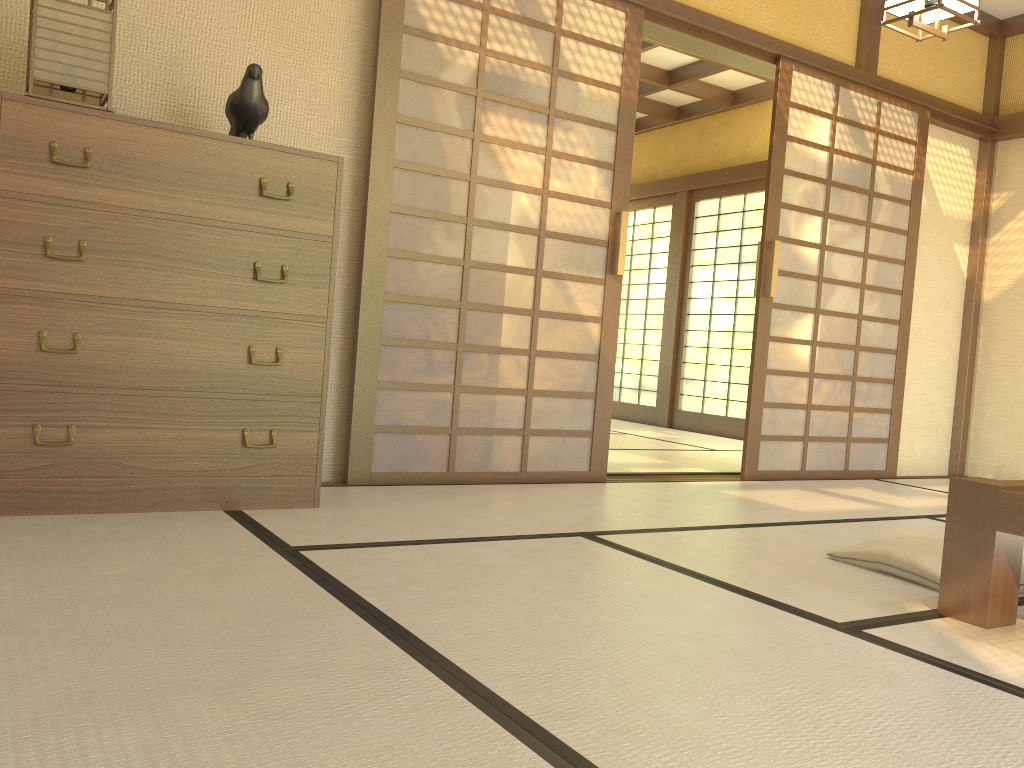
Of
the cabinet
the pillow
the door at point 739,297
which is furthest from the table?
the door at point 739,297

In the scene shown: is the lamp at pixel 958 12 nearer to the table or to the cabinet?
the table

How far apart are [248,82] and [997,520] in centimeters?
258cm

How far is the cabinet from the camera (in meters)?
2.53

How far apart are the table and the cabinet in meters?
1.9

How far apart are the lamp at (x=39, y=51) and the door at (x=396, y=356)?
1.1m

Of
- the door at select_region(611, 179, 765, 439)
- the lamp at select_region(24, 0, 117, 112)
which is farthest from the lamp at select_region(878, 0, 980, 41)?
the door at select_region(611, 179, 765, 439)

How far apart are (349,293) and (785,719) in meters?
2.6

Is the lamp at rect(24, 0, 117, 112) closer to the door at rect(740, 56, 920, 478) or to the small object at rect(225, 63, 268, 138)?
the small object at rect(225, 63, 268, 138)

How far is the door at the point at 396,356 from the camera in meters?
3.7 m
